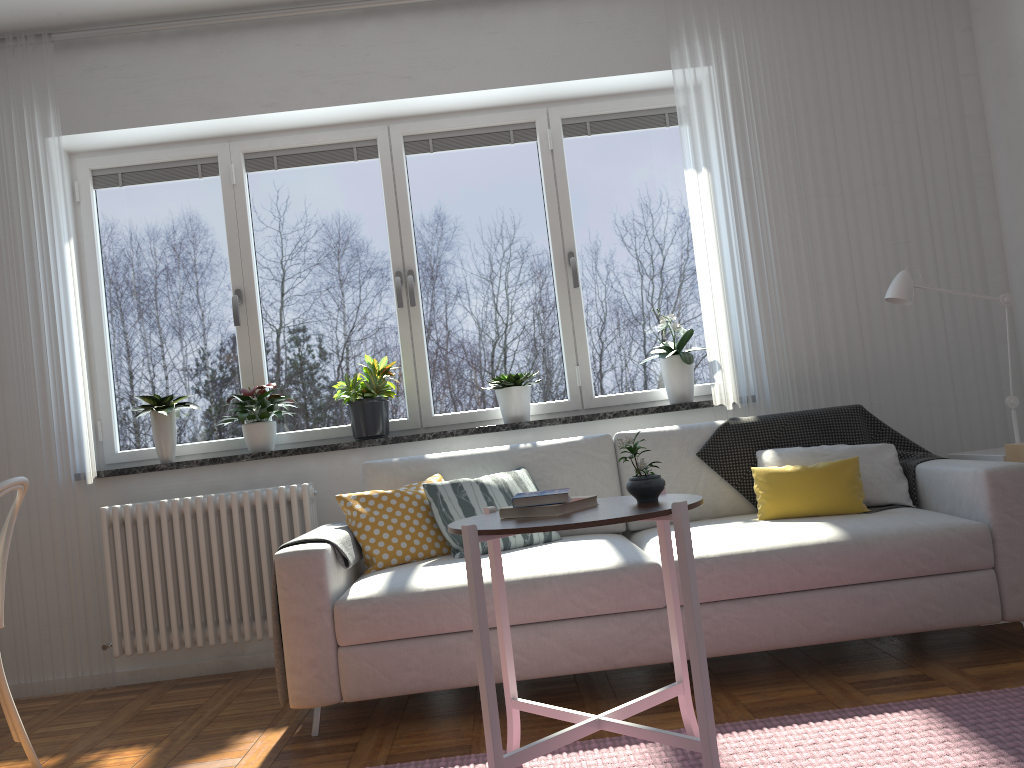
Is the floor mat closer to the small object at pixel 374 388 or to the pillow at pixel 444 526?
the pillow at pixel 444 526

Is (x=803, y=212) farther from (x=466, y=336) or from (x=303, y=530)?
(x=303, y=530)

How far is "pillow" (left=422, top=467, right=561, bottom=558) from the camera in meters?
3.2

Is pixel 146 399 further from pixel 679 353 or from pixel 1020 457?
pixel 1020 457

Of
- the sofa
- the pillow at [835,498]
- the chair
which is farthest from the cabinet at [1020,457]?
the chair

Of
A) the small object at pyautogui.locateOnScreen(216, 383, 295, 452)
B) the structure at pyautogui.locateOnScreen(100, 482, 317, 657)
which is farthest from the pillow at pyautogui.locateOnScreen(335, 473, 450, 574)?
the small object at pyautogui.locateOnScreen(216, 383, 295, 452)

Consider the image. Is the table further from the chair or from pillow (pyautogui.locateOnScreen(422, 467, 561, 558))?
the chair

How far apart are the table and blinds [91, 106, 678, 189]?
2.39m

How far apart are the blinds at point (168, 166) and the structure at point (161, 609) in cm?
157

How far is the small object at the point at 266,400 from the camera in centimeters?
392cm
